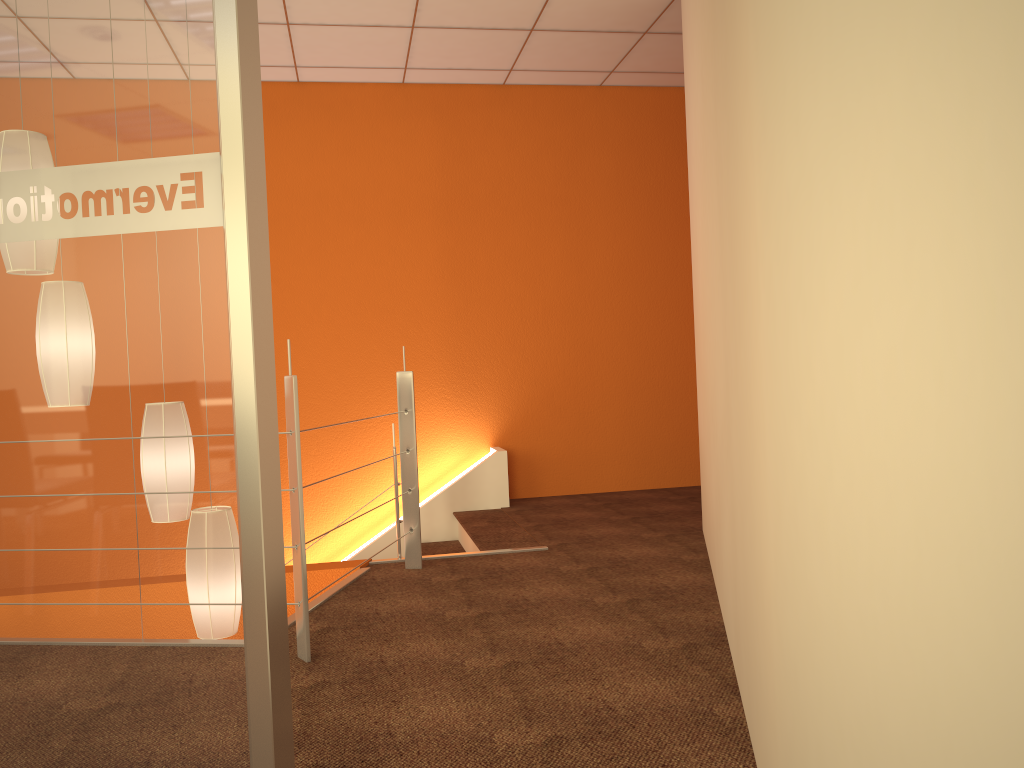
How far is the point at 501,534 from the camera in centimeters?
425cm

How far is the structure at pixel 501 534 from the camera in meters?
4.2

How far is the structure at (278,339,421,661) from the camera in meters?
2.4 m

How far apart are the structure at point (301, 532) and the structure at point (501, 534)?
0.5m

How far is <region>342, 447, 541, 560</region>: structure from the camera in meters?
4.2 m

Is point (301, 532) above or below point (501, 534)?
above

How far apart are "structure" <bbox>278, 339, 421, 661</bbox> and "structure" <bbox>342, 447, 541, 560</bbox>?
0.5m

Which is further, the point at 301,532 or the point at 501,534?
the point at 501,534

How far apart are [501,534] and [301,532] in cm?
190

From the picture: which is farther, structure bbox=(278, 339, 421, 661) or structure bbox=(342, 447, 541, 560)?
structure bbox=(342, 447, 541, 560)
